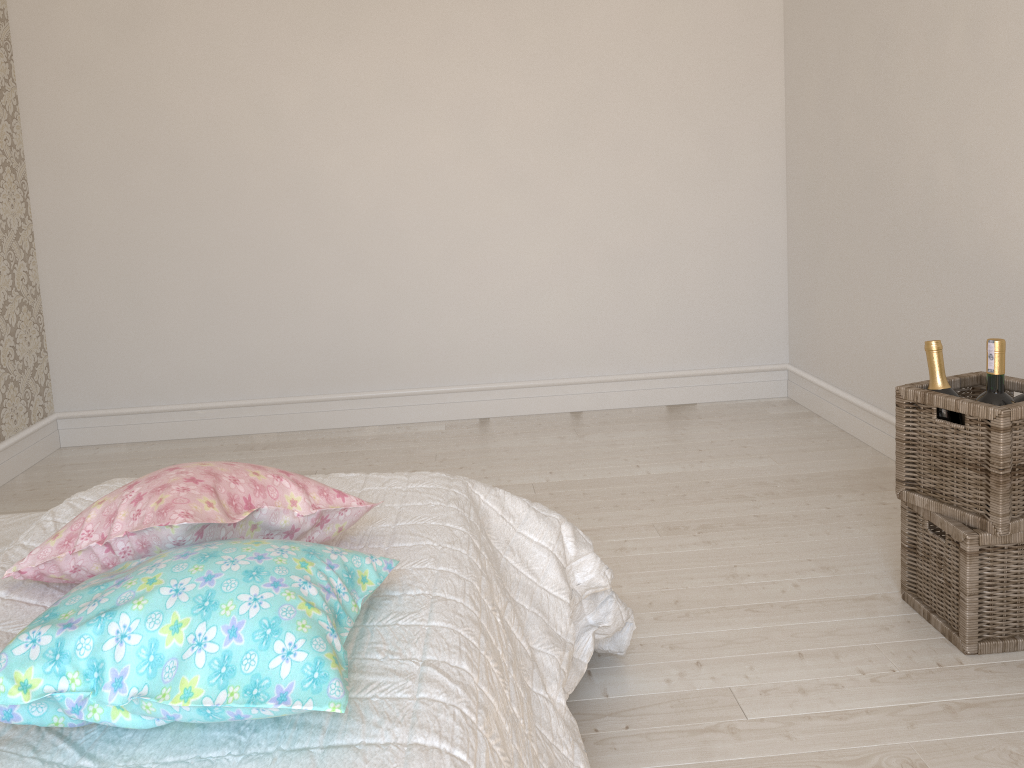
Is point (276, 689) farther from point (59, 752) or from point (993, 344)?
point (993, 344)

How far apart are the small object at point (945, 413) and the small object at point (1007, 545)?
0.2m

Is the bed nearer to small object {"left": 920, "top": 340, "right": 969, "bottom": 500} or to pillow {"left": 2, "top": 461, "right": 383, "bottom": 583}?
pillow {"left": 2, "top": 461, "right": 383, "bottom": 583}

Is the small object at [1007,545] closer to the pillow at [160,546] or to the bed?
the bed

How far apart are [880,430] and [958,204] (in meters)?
0.95

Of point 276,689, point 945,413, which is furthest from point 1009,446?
point 276,689

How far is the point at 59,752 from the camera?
0.9m

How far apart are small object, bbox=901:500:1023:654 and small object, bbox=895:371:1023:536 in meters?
0.0 m

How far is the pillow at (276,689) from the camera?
0.9m

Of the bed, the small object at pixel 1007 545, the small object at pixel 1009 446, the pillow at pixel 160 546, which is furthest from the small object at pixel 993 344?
the pillow at pixel 160 546
